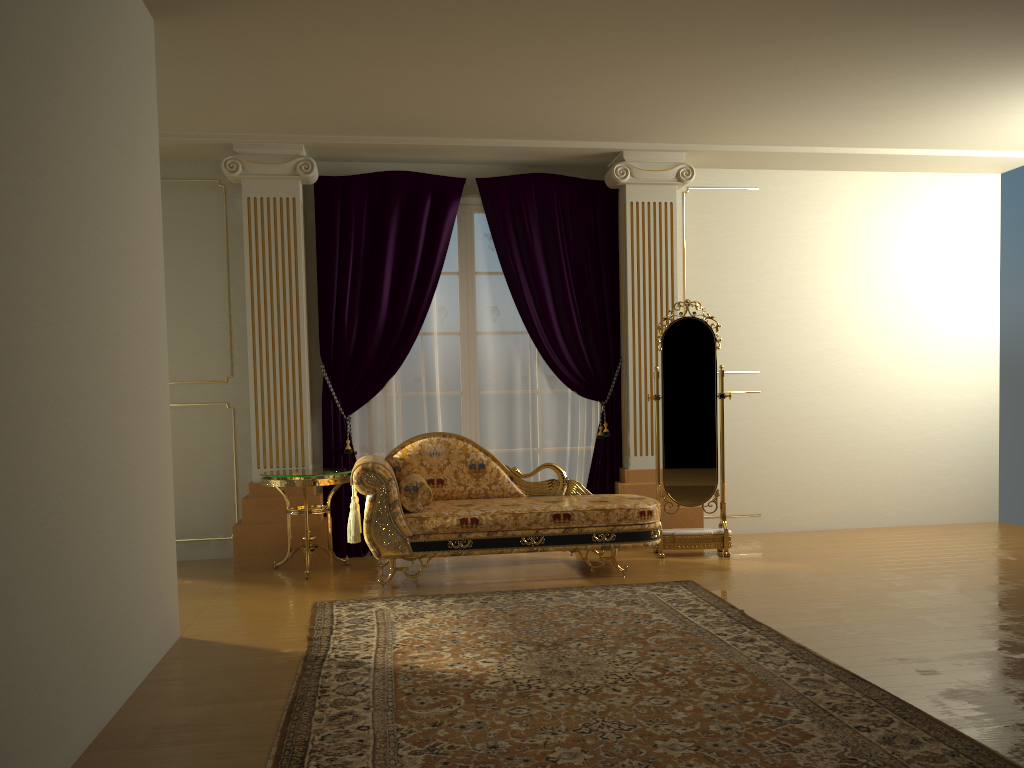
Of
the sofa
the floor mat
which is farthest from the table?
the floor mat

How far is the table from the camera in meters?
5.3

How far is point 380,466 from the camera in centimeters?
492cm

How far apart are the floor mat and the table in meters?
0.9

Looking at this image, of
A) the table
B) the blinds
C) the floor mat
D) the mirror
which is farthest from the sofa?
the blinds

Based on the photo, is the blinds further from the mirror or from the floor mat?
the floor mat

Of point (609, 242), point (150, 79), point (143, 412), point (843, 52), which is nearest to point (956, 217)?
point (609, 242)

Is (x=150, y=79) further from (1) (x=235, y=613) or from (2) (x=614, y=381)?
(2) (x=614, y=381)

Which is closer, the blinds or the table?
the table

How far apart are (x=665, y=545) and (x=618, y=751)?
3.29m
